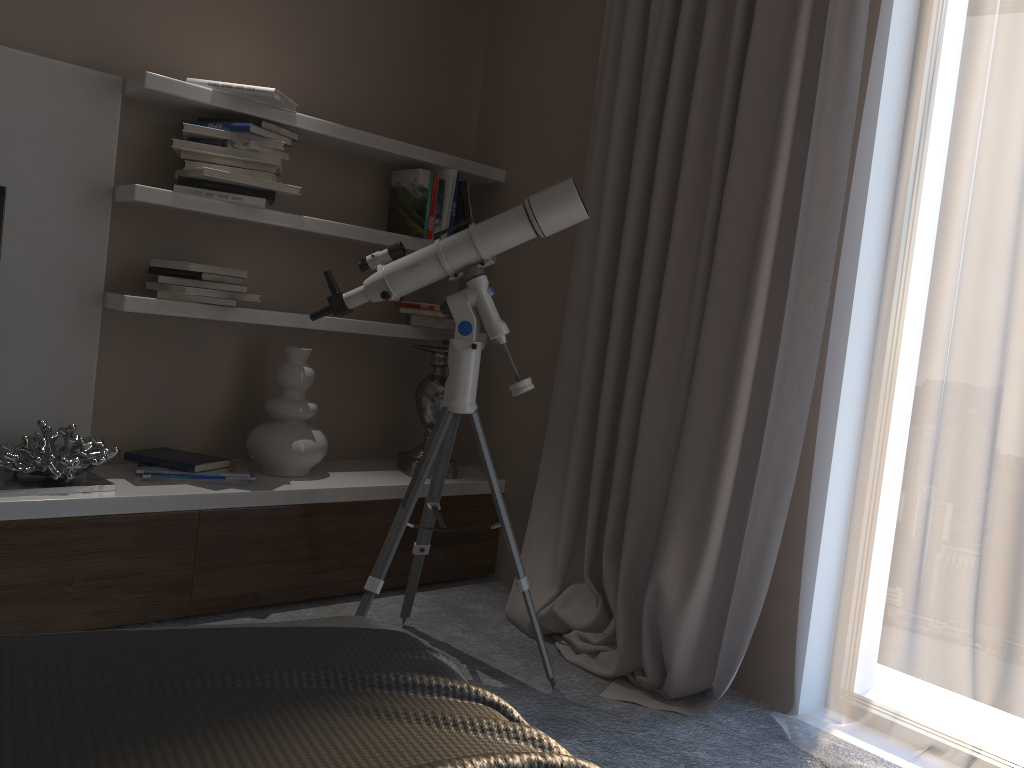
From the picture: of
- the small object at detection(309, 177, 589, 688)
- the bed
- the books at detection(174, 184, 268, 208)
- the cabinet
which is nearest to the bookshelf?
the books at detection(174, 184, 268, 208)

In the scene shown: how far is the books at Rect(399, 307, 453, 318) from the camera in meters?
3.3 m

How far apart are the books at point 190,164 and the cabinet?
1.0m

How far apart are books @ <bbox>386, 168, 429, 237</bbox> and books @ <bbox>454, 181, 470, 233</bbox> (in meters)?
0.15

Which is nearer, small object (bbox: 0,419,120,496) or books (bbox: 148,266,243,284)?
small object (bbox: 0,419,120,496)

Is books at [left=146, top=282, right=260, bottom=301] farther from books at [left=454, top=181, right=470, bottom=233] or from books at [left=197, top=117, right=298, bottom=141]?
books at [left=454, top=181, right=470, bottom=233]

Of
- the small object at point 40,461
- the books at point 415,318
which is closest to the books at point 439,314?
the books at point 415,318

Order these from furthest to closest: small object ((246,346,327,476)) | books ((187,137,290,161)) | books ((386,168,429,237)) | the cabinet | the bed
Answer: books ((386,168,429,237)) → small object ((246,346,327,476)) → books ((187,137,290,161)) → the cabinet → the bed

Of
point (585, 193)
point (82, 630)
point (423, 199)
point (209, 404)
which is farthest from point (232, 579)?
point (585, 193)

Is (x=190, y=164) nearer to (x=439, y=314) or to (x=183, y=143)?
(x=183, y=143)
